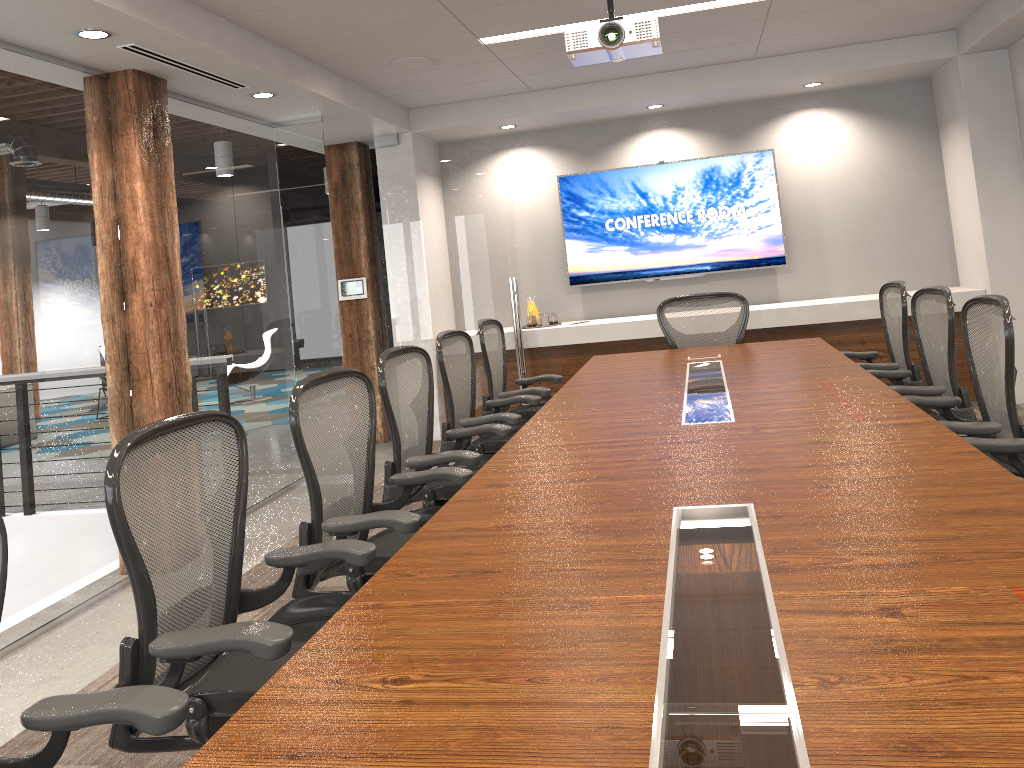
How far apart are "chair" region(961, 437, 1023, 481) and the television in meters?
4.9 m

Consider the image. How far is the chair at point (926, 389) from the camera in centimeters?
378cm

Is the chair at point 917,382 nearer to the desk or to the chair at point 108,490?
the desk

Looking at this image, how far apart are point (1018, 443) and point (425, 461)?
2.07m

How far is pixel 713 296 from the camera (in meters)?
5.70

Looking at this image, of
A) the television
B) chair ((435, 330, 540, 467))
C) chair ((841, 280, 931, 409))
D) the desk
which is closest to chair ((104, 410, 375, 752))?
the desk

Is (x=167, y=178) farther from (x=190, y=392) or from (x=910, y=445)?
(x=910, y=445)

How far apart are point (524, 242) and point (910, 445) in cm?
571

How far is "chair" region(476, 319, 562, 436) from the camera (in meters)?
5.03

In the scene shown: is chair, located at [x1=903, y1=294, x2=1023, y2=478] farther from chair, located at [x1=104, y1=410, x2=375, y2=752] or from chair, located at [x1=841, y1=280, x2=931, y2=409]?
chair, located at [x1=104, y1=410, x2=375, y2=752]
